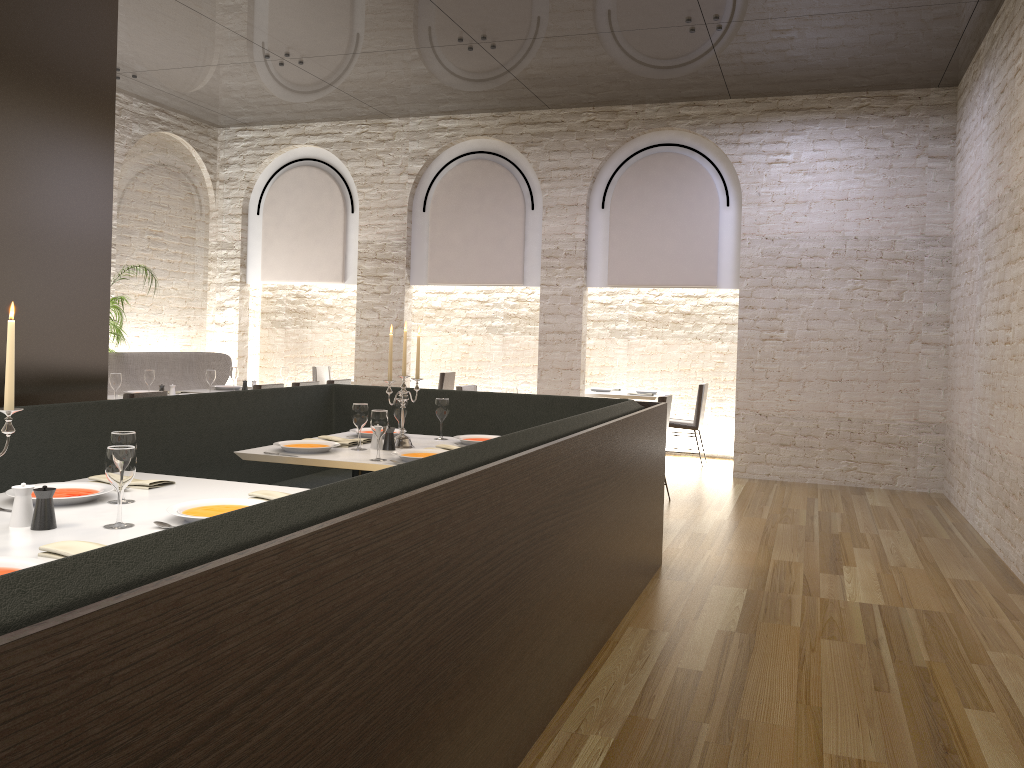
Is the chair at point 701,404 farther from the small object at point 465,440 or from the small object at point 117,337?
the small object at point 117,337

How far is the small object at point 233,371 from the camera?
8.32m

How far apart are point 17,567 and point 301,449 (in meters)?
2.19

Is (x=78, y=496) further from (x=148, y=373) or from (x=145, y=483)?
(x=148, y=373)

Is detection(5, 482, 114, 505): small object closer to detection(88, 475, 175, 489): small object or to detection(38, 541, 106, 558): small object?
detection(88, 475, 175, 489): small object

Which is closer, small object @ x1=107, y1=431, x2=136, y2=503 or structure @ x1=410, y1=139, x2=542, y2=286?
small object @ x1=107, y1=431, x2=136, y2=503

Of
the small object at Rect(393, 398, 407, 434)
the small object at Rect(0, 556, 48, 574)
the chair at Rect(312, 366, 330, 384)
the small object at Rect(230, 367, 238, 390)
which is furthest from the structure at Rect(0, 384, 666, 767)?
the chair at Rect(312, 366, 330, 384)

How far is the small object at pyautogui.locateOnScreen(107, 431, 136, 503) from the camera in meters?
2.9

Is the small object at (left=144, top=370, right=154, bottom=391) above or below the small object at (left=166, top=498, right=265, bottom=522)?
above

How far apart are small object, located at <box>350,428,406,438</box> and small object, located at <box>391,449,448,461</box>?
0.7 meters
